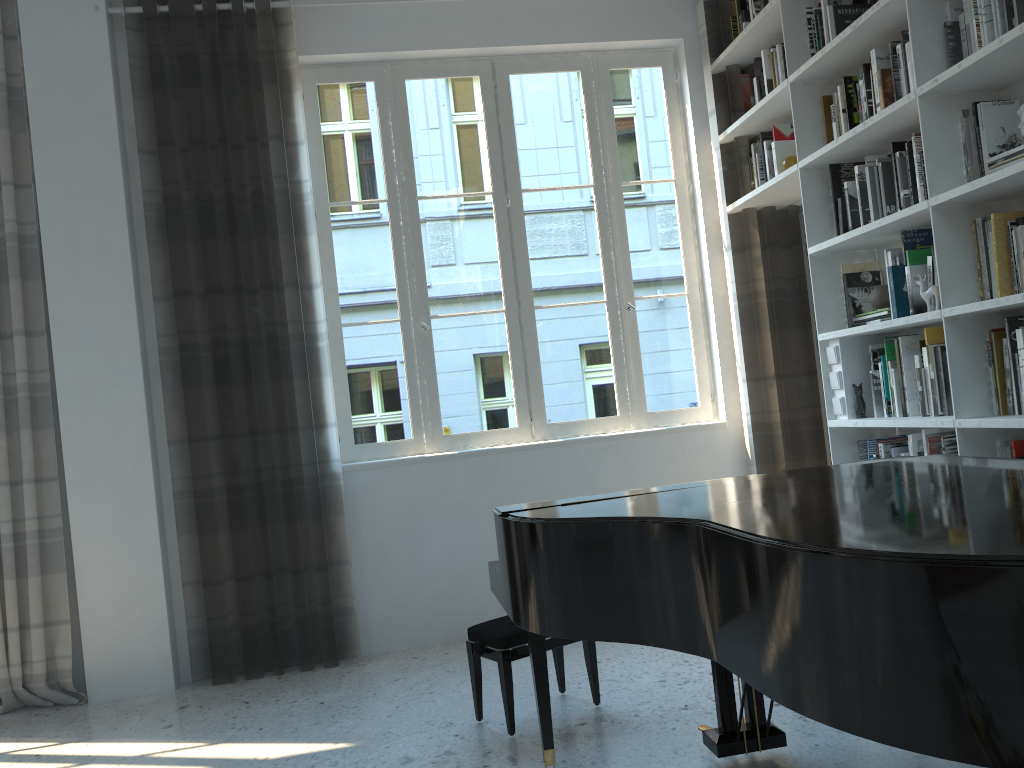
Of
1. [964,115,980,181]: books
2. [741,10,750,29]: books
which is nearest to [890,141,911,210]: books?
[964,115,980,181]: books

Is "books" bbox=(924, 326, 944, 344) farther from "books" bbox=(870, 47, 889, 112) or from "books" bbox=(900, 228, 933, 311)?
"books" bbox=(870, 47, 889, 112)

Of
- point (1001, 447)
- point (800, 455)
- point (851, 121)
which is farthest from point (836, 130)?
point (800, 455)

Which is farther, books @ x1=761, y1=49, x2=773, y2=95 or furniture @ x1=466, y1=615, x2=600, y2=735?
books @ x1=761, y1=49, x2=773, y2=95

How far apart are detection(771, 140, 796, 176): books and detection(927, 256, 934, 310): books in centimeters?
116cm

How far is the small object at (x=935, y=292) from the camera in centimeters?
305cm

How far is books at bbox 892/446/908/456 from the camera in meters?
3.5 m

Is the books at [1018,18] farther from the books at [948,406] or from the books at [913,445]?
the books at [913,445]

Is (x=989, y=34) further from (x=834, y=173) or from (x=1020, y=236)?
(x=834, y=173)

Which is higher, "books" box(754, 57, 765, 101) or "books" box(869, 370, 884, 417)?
"books" box(754, 57, 765, 101)
